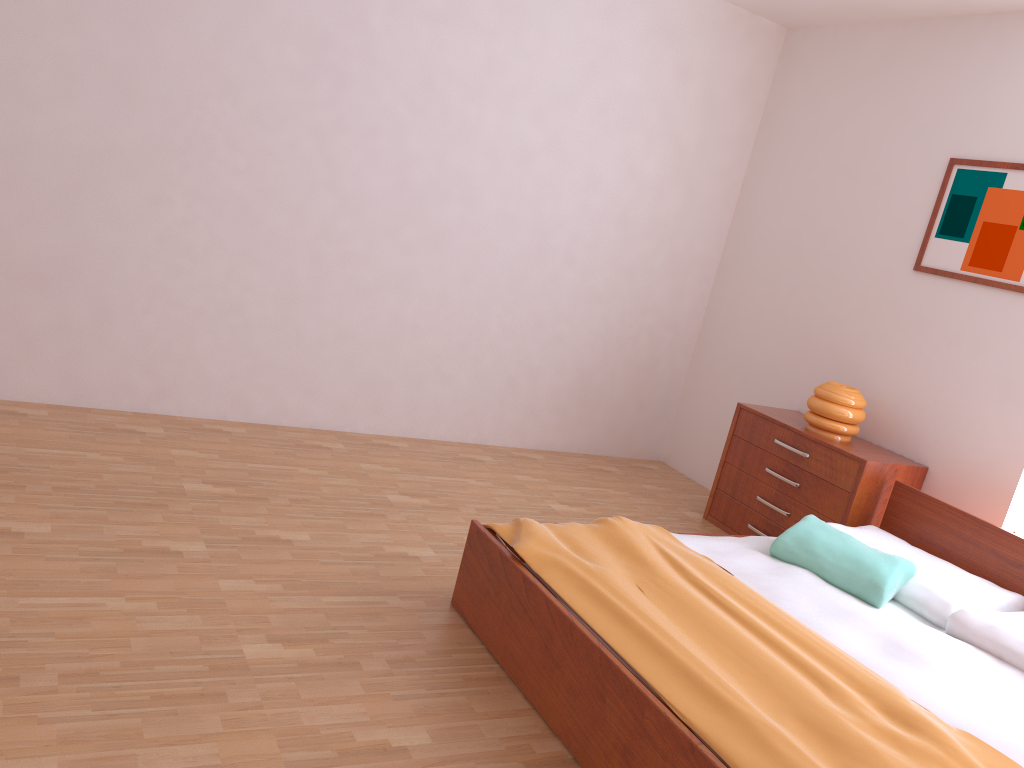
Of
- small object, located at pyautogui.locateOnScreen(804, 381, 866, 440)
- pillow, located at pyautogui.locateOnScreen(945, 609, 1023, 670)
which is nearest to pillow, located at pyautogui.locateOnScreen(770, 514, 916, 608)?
pillow, located at pyautogui.locateOnScreen(945, 609, 1023, 670)

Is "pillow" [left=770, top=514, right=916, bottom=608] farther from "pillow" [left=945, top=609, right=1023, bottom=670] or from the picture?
the picture

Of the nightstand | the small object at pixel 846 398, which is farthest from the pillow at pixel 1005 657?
the small object at pixel 846 398

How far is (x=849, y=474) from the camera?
3.8 meters

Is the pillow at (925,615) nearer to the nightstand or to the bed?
the bed

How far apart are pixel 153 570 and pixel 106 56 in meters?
2.1 m

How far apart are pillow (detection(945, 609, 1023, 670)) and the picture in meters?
1.4

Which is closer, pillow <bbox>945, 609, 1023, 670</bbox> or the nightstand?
pillow <bbox>945, 609, 1023, 670</bbox>

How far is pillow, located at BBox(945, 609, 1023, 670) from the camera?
2.7 meters

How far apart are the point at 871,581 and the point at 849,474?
0.9 meters
